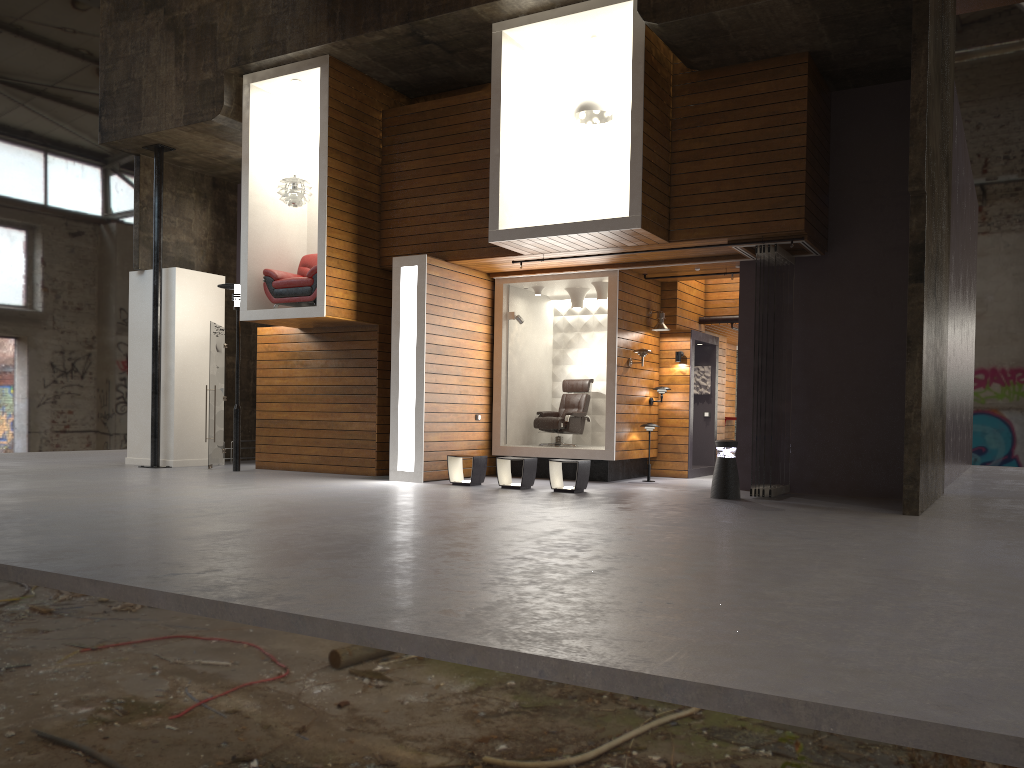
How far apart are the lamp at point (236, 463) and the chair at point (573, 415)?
4.58m

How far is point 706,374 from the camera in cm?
1489

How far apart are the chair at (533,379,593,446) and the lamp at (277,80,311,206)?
4.8m

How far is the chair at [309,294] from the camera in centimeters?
1238cm

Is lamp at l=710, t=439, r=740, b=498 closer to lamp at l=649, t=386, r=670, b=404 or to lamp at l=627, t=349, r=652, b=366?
lamp at l=627, t=349, r=652, b=366

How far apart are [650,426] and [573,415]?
1.3 meters

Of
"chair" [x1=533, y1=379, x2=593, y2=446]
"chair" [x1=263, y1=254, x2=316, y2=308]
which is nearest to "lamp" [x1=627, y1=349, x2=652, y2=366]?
"chair" [x1=533, y1=379, x2=593, y2=446]

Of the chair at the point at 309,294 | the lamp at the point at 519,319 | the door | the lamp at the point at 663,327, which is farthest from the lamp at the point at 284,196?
the lamp at the point at 663,327

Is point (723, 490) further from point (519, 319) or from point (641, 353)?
point (519, 319)

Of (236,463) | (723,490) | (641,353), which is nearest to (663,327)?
(641,353)
